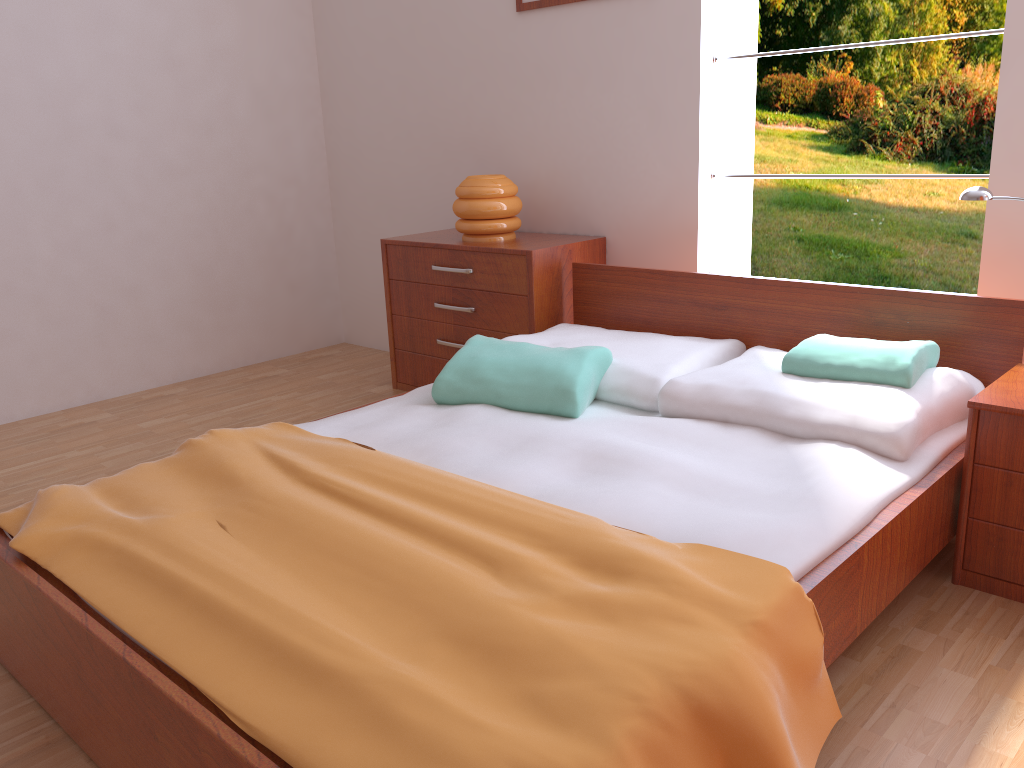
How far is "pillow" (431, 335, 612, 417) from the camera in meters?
2.2

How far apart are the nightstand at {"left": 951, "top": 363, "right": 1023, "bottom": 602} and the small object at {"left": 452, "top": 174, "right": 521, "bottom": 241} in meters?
1.8

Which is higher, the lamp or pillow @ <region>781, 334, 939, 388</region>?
the lamp

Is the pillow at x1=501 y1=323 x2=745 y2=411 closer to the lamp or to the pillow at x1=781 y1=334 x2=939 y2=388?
the pillow at x1=781 y1=334 x2=939 y2=388

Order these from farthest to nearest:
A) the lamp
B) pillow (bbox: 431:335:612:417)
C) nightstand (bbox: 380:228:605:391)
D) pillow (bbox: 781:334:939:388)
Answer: nightstand (bbox: 380:228:605:391)
pillow (bbox: 431:335:612:417)
pillow (bbox: 781:334:939:388)
the lamp

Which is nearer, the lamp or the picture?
the lamp

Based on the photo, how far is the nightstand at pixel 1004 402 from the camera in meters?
1.8 m

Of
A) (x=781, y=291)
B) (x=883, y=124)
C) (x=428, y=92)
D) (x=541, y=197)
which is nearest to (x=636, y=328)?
(x=781, y=291)

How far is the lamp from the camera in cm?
195

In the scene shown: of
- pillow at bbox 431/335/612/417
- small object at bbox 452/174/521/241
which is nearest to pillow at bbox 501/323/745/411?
pillow at bbox 431/335/612/417
